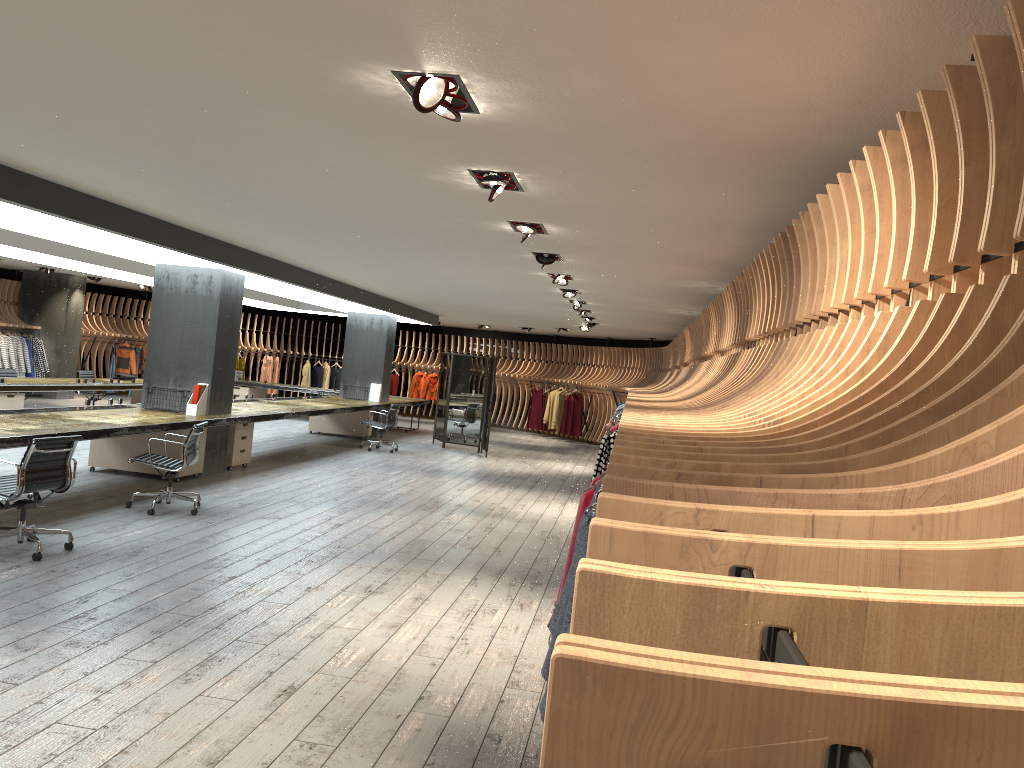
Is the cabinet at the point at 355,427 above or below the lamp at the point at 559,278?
below

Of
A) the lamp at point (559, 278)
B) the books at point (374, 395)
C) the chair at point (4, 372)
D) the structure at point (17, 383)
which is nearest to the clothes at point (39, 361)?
the structure at point (17, 383)

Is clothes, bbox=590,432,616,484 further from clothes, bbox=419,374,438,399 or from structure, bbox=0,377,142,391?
A: clothes, bbox=419,374,438,399

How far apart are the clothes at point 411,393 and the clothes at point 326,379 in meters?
2.5 m

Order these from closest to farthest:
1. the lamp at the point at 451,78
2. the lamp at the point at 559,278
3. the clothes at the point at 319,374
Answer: the lamp at the point at 451,78 → the lamp at the point at 559,278 → the clothes at the point at 319,374

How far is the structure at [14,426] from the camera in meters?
7.7 m

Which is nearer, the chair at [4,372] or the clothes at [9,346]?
the chair at [4,372]

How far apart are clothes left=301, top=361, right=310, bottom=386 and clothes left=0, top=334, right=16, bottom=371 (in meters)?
8.20

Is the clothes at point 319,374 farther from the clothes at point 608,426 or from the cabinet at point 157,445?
the clothes at point 608,426

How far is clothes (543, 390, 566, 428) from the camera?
23.0 meters
